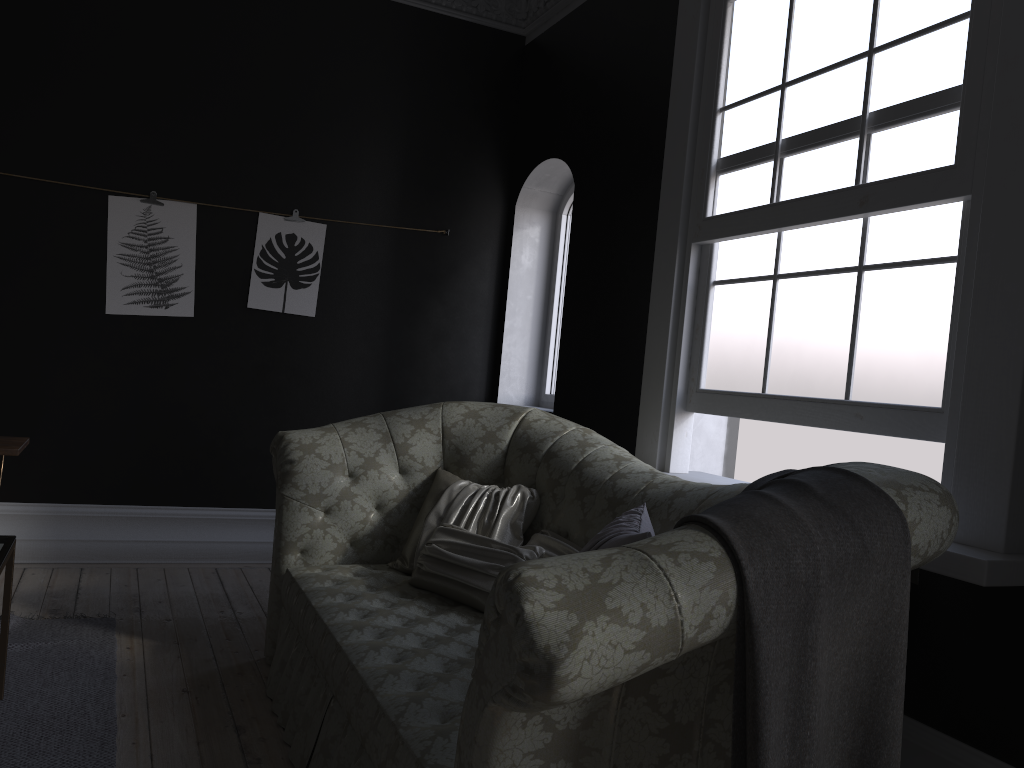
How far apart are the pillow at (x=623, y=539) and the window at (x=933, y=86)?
0.83m

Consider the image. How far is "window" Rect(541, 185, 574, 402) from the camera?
5.89m

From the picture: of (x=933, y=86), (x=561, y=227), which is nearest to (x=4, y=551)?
(x=933, y=86)

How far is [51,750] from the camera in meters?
2.7 m

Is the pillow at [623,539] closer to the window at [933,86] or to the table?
the window at [933,86]

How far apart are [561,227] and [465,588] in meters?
3.4 m

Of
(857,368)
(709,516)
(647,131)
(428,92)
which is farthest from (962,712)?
(428,92)

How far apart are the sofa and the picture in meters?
1.7 m

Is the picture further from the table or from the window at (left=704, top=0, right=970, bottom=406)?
the window at (left=704, top=0, right=970, bottom=406)

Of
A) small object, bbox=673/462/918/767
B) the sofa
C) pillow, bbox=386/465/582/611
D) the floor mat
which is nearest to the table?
the floor mat
